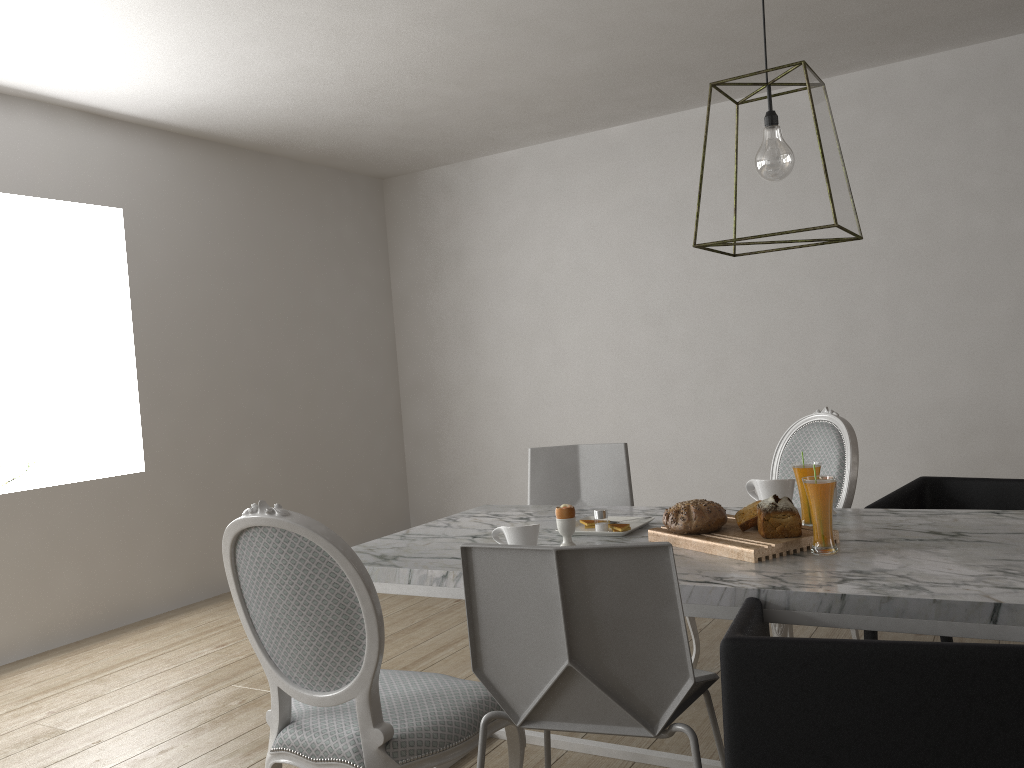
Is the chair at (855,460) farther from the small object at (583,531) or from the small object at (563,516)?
the small object at (563,516)

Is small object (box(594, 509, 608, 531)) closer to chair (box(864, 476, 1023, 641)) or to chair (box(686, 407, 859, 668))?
chair (box(686, 407, 859, 668))

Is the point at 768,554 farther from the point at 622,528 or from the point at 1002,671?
the point at 1002,671

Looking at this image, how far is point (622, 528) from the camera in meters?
2.3

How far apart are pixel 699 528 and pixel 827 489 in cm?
32

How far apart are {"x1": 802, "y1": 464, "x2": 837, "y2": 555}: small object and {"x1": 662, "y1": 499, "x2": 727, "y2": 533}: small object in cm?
24

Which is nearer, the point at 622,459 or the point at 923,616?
the point at 923,616

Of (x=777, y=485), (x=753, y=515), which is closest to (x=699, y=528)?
(x=753, y=515)

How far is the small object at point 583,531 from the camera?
2.3 meters

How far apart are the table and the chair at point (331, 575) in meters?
0.2 m
